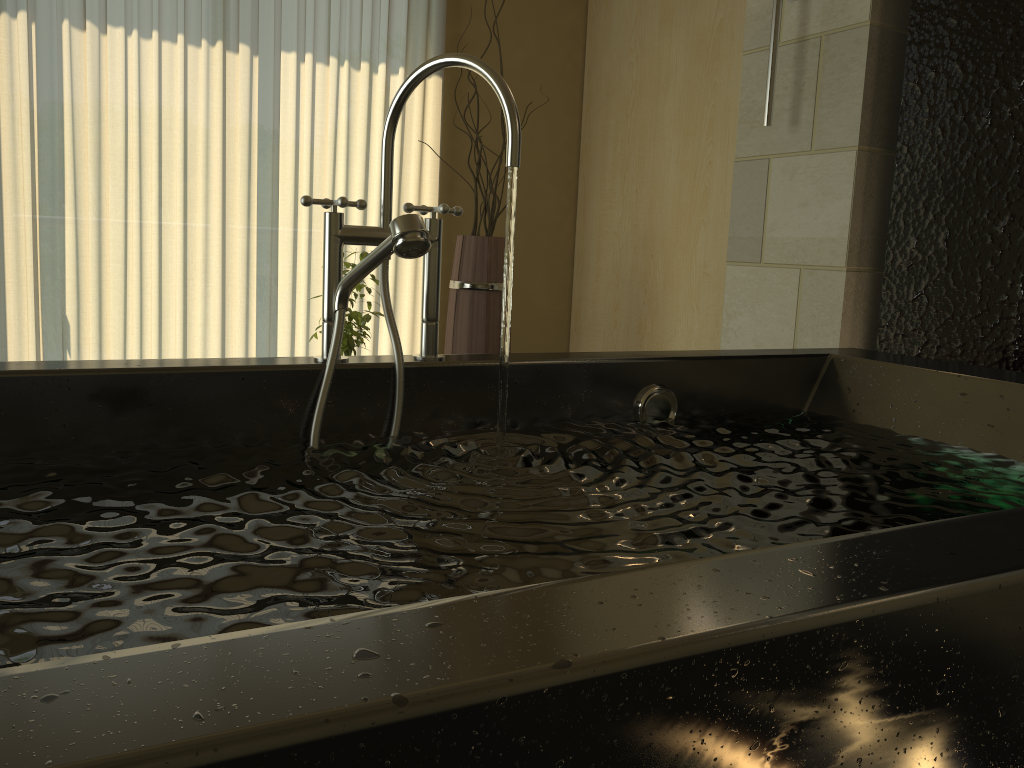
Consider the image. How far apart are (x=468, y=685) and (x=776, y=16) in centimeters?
238cm

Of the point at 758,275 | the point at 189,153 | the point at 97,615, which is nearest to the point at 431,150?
the point at 189,153

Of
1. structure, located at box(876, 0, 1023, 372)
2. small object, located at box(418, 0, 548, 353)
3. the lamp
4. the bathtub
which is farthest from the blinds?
the bathtub

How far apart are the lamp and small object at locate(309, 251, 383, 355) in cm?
132

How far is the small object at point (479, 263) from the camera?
3.0m

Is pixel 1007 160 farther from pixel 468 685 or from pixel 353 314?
pixel 468 685

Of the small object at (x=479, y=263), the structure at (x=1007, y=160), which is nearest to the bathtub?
the structure at (x=1007, y=160)

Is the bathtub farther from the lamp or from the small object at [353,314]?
the small object at [353,314]

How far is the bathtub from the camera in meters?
0.4

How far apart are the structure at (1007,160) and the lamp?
0.3 meters
